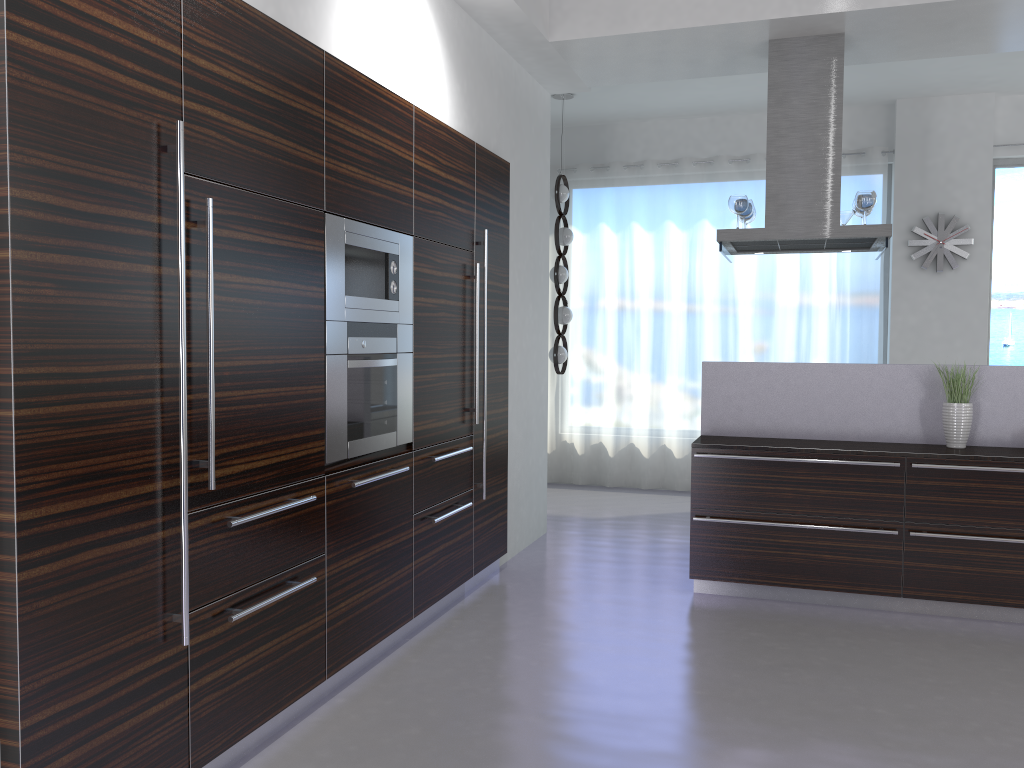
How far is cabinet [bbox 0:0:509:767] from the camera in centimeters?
213cm

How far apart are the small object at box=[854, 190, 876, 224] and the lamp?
2.7 meters

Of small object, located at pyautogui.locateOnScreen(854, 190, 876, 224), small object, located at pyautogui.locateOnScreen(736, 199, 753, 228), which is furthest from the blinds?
small object, located at pyautogui.locateOnScreen(854, 190, 876, 224)

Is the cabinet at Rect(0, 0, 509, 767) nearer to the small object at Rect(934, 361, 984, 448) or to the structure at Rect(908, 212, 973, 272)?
the small object at Rect(934, 361, 984, 448)

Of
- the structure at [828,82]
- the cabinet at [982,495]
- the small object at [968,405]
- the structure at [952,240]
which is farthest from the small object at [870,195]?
the structure at [952,240]

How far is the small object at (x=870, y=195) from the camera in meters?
5.2

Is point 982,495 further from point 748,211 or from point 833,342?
point 833,342

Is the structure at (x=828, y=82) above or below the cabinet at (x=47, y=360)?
above

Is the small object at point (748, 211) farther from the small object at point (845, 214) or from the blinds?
the blinds

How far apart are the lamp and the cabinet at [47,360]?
2.12m
